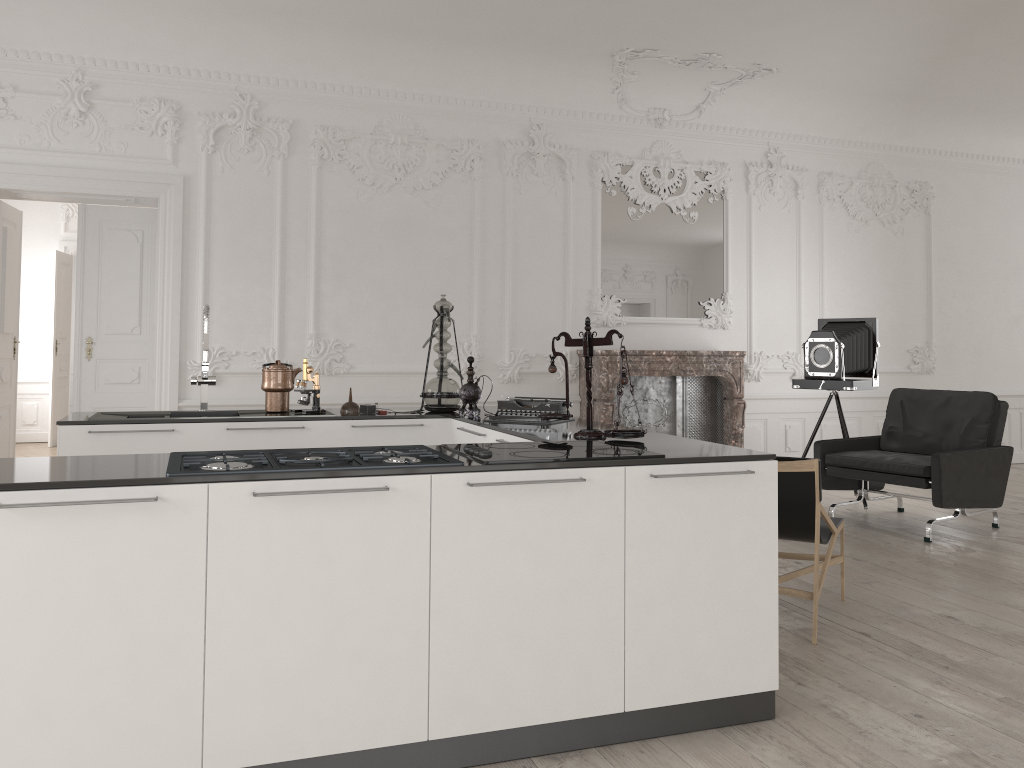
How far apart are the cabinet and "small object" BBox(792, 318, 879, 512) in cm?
352

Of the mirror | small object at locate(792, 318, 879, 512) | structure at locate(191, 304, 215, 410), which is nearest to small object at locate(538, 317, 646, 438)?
structure at locate(191, 304, 215, 410)

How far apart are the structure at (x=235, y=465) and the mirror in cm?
542

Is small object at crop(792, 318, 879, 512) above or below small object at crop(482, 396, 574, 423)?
above

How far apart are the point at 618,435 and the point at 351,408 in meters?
1.9 m

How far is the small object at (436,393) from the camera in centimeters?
485cm

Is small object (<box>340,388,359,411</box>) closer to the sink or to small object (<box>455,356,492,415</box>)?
the sink

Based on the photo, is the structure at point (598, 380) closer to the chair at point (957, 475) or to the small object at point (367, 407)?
the chair at point (957, 475)

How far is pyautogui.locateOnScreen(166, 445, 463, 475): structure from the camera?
2.56m

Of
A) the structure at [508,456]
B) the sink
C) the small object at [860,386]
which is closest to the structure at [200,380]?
the sink
